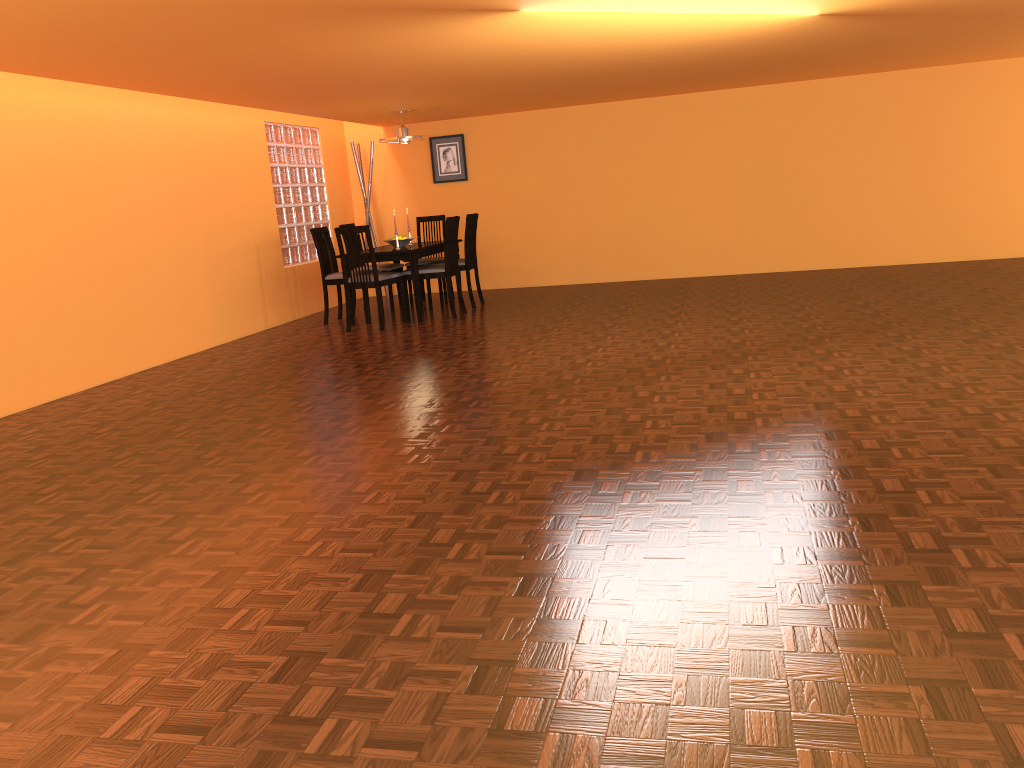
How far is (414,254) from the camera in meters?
6.9

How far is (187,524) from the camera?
2.8m

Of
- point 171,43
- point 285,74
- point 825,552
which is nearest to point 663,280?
point 285,74

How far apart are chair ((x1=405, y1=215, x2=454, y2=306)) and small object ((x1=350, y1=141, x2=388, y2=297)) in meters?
0.8 m

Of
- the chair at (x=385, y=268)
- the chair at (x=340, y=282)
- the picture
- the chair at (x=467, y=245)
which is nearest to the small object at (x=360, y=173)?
the picture

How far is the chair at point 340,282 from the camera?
7.3 meters

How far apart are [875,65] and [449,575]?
6.69m

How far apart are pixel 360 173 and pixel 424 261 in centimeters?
142cm

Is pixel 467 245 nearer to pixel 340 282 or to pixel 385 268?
pixel 385 268

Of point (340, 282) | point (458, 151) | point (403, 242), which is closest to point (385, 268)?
point (403, 242)
